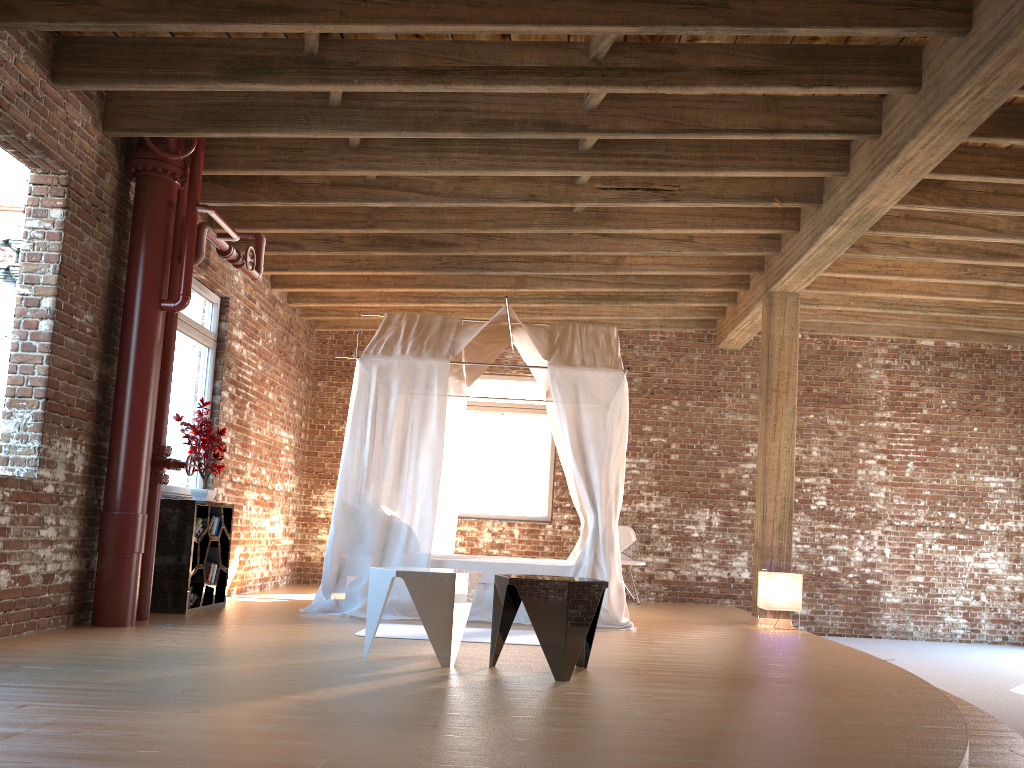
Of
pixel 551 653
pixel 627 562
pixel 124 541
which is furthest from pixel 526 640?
pixel 627 562

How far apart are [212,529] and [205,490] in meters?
0.3

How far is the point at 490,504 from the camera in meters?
10.7

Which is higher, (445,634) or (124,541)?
(124,541)

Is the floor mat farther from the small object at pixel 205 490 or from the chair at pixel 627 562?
the chair at pixel 627 562

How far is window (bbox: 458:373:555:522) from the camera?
10.73m

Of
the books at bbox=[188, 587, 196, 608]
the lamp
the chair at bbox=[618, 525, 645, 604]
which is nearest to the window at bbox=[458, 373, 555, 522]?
the chair at bbox=[618, 525, 645, 604]

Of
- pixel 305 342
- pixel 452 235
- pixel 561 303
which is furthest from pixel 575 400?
pixel 305 342

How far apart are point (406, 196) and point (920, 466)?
7.26m

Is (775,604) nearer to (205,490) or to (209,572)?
(209,572)
